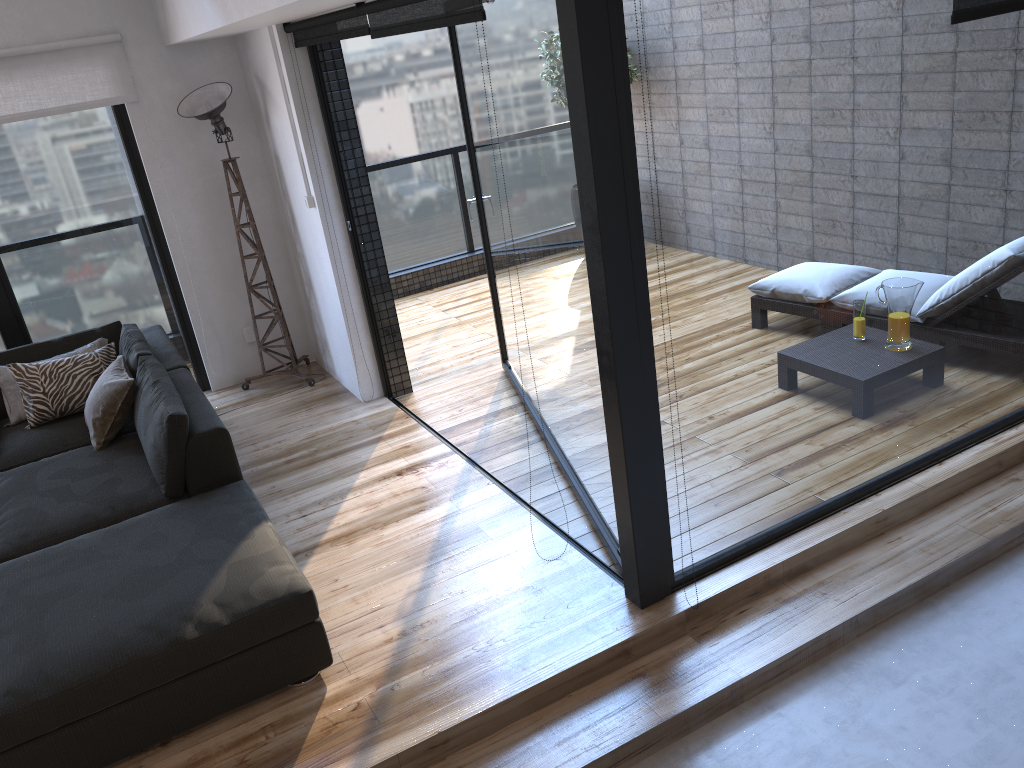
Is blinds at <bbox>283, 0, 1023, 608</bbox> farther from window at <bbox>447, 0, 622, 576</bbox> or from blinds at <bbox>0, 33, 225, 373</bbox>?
blinds at <bbox>0, 33, 225, 373</bbox>

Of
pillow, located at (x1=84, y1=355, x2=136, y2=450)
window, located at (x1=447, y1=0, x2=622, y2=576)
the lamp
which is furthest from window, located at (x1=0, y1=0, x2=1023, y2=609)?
pillow, located at (x1=84, y1=355, x2=136, y2=450)

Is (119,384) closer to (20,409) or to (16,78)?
(20,409)

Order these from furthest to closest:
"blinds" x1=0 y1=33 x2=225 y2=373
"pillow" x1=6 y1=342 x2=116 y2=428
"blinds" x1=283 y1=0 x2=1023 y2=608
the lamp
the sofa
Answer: the lamp
"blinds" x1=0 y1=33 x2=225 y2=373
"pillow" x1=6 y1=342 x2=116 y2=428
"blinds" x1=283 y1=0 x2=1023 y2=608
the sofa

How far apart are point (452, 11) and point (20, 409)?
3.2m

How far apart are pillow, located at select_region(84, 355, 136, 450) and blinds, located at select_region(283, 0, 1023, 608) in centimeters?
179cm

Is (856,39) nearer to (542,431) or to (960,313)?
(960,313)

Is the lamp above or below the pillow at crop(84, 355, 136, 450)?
above

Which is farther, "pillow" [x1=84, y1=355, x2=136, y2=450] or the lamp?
the lamp

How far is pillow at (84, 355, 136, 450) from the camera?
4.1 meters
